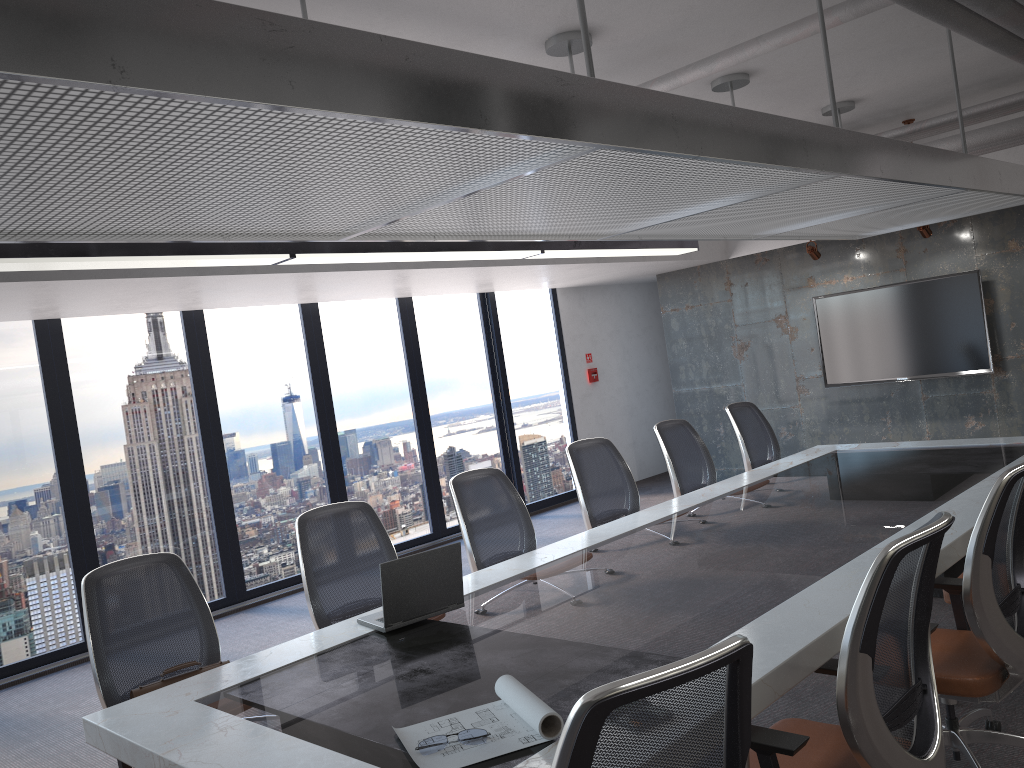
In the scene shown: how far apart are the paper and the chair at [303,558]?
1.70m

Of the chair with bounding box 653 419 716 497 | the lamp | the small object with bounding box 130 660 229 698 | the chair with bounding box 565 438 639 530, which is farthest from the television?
the small object with bounding box 130 660 229 698

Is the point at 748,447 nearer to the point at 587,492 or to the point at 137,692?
the point at 587,492

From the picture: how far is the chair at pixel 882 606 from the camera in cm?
216

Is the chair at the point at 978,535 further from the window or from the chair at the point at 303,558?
the window

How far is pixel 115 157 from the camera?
2.0 meters

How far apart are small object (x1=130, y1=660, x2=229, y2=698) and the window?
3.79m

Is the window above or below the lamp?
below

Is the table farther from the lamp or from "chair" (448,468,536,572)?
the lamp

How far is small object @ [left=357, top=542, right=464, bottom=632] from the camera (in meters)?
3.43
